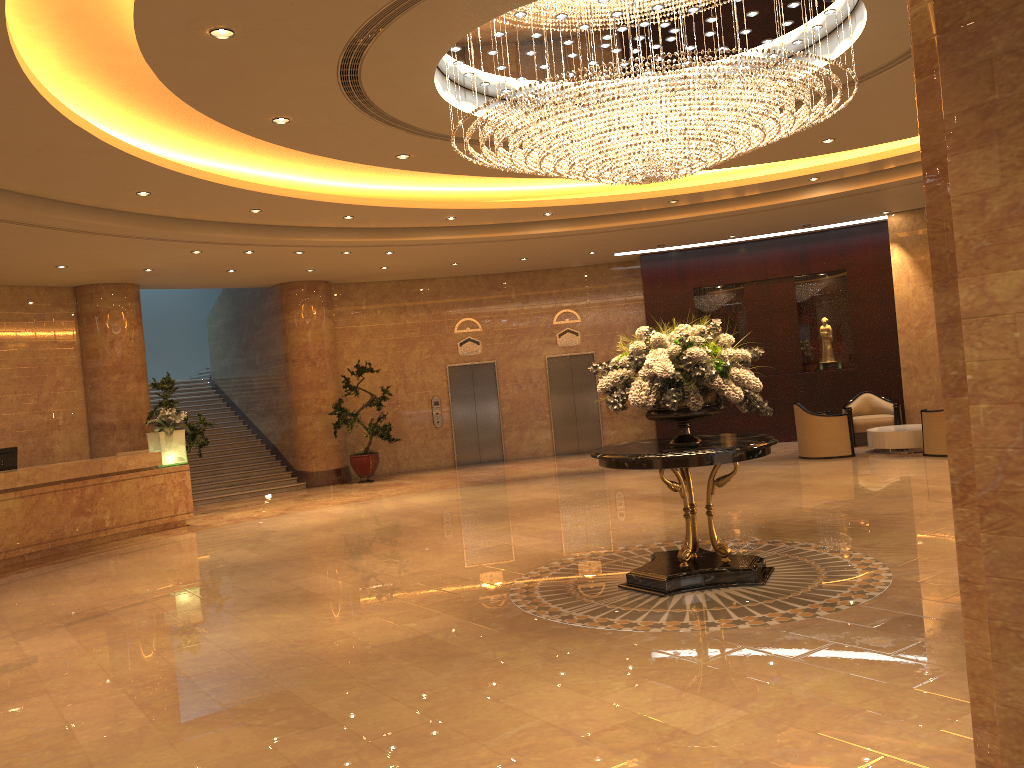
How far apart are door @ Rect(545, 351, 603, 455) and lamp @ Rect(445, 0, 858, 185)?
10.4 meters

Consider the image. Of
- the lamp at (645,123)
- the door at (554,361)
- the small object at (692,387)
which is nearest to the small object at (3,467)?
the lamp at (645,123)

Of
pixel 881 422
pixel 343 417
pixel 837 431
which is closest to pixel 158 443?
pixel 343 417

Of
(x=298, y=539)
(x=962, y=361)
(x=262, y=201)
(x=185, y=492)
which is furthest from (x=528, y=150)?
(x=185, y=492)

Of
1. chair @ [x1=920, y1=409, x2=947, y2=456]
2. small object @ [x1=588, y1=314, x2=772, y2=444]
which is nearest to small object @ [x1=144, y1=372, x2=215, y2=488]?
small object @ [x1=588, y1=314, x2=772, y2=444]

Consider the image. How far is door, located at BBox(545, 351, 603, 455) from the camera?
18.9m

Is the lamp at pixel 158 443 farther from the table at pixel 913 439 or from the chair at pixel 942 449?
the chair at pixel 942 449

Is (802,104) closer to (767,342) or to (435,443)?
(767,342)

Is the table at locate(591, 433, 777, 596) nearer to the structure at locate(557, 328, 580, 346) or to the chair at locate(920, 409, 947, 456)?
the chair at locate(920, 409, 947, 456)

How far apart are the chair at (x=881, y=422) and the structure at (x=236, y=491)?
10.1m
